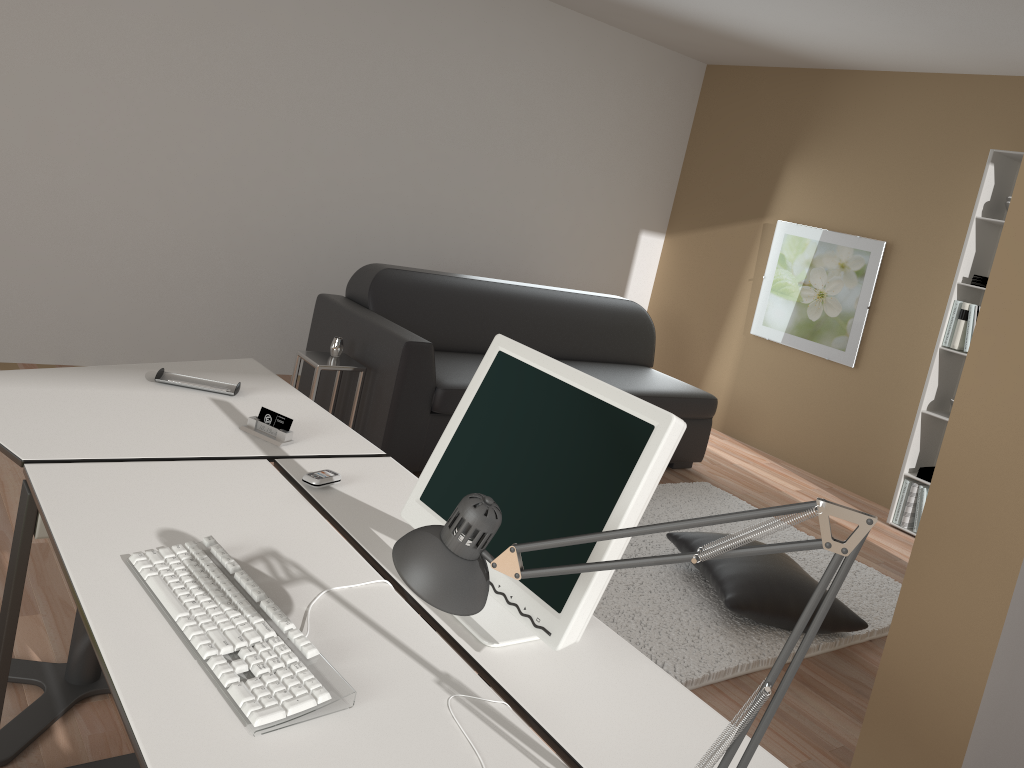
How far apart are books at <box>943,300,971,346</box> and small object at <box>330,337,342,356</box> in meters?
3.3 m

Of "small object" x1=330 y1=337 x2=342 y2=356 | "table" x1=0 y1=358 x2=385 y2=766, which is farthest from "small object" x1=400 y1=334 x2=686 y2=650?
"small object" x1=330 y1=337 x2=342 y2=356

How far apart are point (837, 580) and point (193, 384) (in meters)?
1.85

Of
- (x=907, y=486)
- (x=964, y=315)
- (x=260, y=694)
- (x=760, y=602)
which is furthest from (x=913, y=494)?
(x=260, y=694)

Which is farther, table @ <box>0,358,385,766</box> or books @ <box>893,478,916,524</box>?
books @ <box>893,478,916,524</box>

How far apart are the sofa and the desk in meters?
1.7 m

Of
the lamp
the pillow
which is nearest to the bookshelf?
the pillow

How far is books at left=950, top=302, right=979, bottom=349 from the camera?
4.76m

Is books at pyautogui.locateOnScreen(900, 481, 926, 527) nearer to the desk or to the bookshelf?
the bookshelf

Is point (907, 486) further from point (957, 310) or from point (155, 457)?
point (155, 457)
